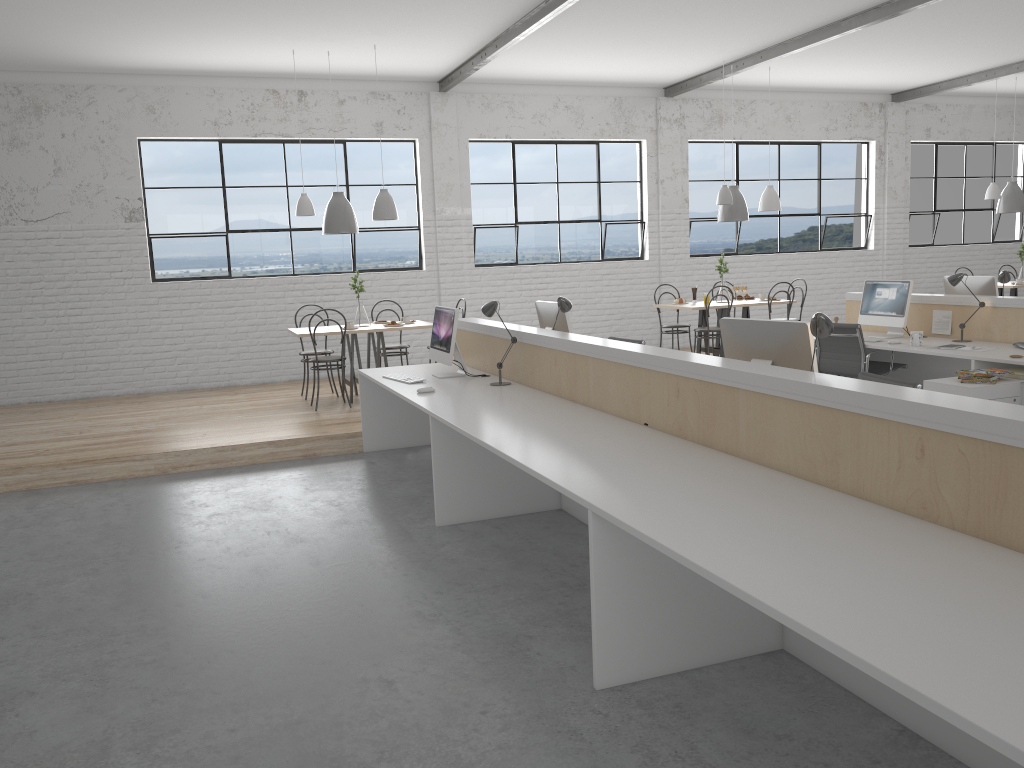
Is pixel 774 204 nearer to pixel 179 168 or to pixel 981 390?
pixel 981 390

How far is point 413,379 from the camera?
4.6m

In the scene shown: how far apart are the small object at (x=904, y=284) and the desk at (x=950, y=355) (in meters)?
0.05

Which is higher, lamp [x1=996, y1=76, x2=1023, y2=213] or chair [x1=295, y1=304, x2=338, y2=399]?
lamp [x1=996, y1=76, x2=1023, y2=213]

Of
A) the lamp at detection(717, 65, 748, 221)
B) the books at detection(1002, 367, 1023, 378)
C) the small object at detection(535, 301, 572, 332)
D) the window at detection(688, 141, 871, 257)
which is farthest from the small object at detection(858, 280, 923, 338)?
the window at detection(688, 141, 871, 257)

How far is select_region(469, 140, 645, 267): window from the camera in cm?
819

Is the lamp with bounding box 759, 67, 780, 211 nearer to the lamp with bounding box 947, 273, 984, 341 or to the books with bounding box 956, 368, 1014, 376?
the lamp with bounding box 947, 273, 984, 341

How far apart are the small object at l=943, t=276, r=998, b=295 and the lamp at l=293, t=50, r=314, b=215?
4.40m

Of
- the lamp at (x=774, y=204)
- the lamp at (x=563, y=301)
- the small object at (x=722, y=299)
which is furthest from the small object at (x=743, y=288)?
the lamp at (x=563, y=301)

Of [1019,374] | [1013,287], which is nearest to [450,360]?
[1019,374]
